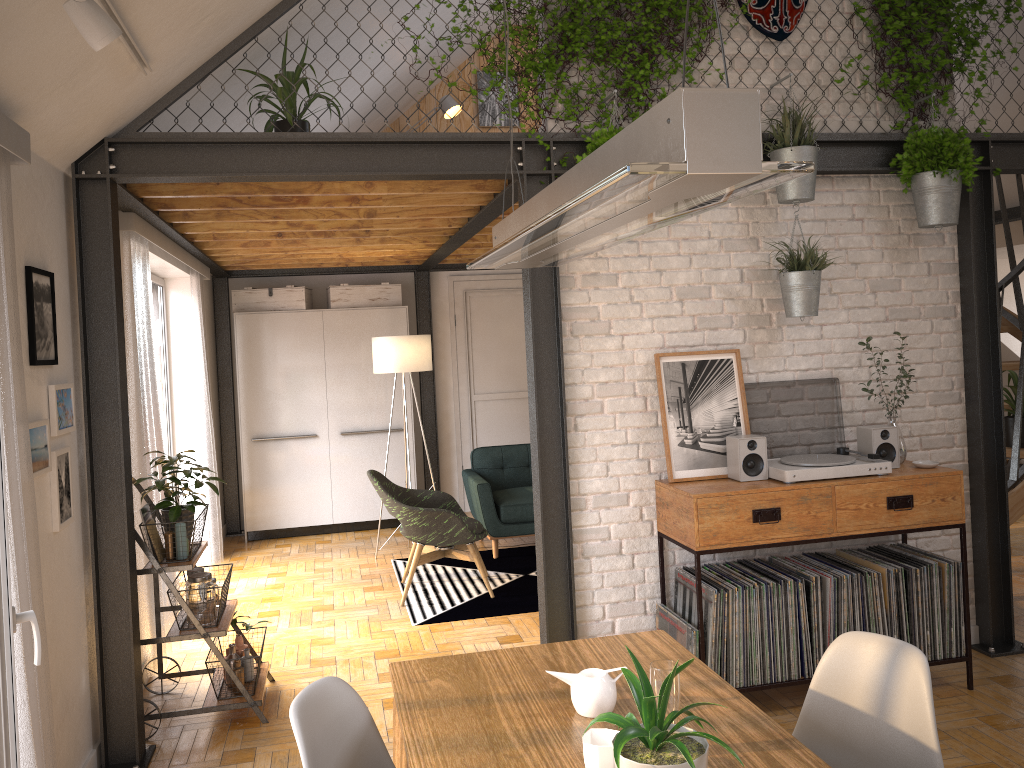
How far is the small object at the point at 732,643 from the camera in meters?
3.7 m

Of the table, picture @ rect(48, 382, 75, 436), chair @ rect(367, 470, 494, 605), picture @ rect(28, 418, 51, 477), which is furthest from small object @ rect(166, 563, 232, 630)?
the table

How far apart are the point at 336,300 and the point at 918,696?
6.4 meters

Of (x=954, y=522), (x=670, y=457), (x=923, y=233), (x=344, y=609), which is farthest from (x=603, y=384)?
(x=344, y=609)

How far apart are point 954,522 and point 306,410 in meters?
5.4

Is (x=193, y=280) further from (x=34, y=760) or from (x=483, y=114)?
(x=34, y=760)

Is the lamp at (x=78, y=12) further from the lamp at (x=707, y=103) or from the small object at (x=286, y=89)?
the small object at (x=286, y=89)

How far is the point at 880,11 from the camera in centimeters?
416cm

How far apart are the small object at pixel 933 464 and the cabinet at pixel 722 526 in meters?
0.0 m

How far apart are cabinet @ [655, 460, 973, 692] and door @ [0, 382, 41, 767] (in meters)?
2.41
